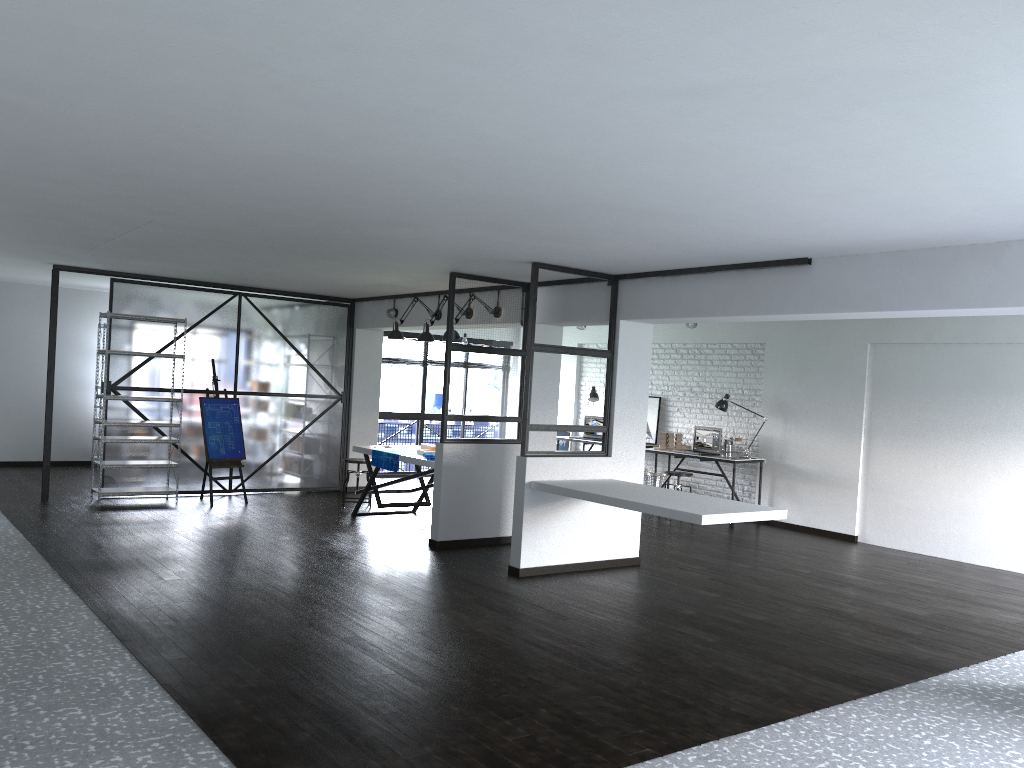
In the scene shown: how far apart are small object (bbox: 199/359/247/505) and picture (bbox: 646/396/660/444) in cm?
505

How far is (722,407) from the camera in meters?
10.1

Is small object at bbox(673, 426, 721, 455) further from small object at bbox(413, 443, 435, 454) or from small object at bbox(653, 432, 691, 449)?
small object at bbox(413, 443, 435, 454)

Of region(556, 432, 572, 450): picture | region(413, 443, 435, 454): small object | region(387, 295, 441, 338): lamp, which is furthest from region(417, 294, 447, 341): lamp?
region(556, 432, 572, 450): picture

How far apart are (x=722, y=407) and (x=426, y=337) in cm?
372

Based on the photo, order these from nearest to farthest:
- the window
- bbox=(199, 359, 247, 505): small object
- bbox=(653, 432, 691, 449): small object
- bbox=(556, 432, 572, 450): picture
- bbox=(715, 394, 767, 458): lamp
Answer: bbox=(199, 359, 247, 505): small object < bbox=(715, 394, 767, 458): lamp < bbox=(653, 432, 691, 449): small object < the window < bbox=(556, 432, 572, 450): picture

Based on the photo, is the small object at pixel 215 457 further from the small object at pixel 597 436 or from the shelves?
the small object at pixel 597 436

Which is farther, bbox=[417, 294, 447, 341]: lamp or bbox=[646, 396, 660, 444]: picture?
bbox=[646, 396, 660, 444]: picture

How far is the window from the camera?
12.34m

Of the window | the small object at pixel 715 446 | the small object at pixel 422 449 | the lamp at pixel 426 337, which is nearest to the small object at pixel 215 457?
the small object at pixel 422 449
